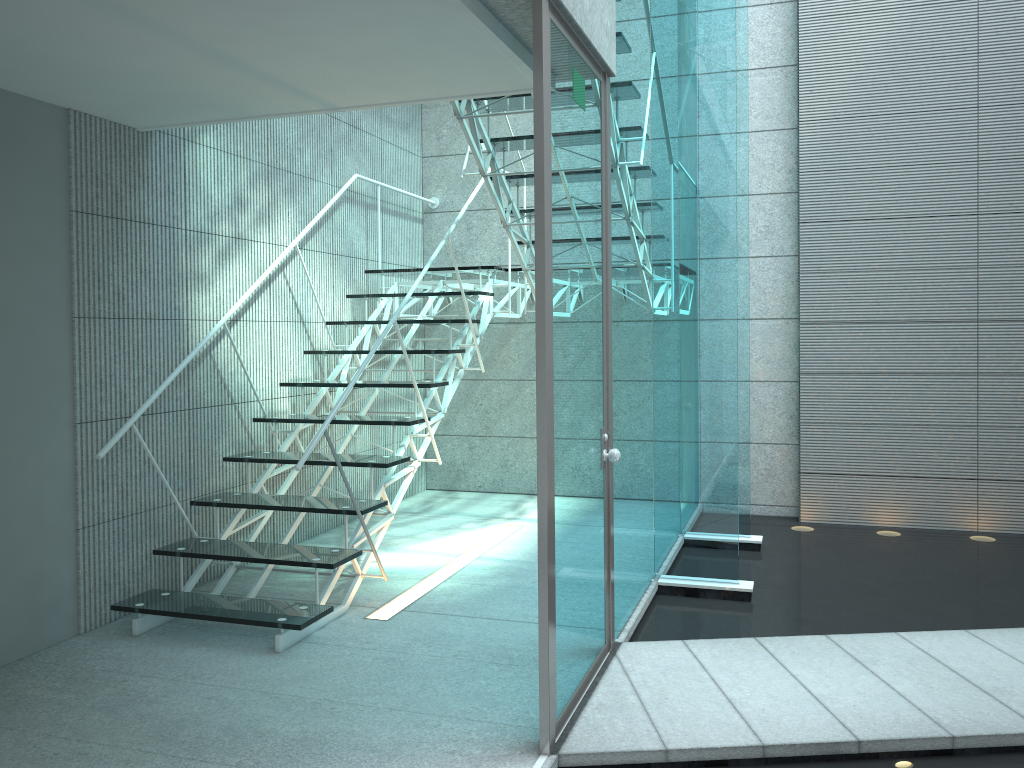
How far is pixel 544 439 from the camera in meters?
2.4

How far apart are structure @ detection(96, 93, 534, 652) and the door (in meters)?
0.95

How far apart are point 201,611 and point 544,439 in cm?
173

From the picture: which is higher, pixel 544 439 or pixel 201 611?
Result: pixel 544 439

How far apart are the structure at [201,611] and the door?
0.95m

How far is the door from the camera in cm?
236

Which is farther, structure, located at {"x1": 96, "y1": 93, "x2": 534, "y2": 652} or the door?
structure, located at {"x1": 96, "y1": 93, "x2": 534, "y2": 652}

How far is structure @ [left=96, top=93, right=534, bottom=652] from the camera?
3.33m

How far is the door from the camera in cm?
236
